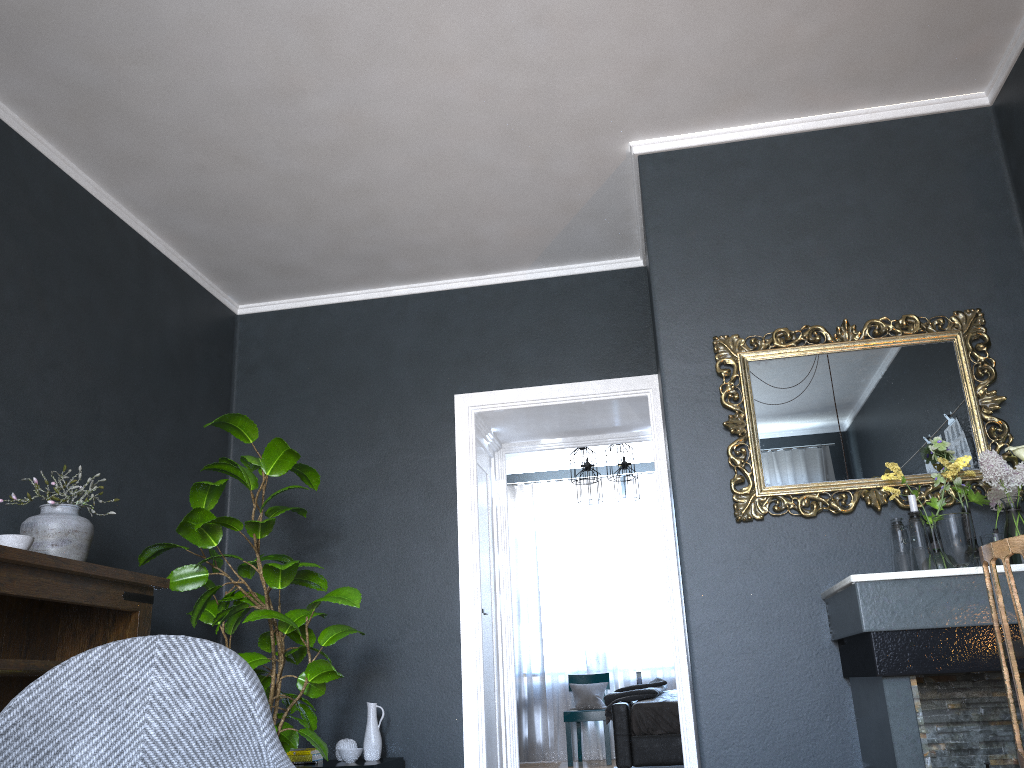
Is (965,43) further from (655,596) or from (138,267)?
(655,596)

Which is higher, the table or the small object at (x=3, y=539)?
the small object at (x=3, y=539)

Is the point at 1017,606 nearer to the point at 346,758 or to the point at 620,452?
the point at 346,758

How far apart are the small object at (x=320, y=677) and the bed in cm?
276

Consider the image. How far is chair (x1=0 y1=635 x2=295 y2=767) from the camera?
1.5m

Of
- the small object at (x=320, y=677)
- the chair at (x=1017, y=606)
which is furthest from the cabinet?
the chair at (x=1017, y=606)

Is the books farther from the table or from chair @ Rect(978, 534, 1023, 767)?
chair @ Rect(978, 534, 1023, 767)

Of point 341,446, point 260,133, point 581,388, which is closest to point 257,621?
point 341,446

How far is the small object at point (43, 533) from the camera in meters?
3.1

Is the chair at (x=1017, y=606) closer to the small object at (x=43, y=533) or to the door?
the small object at (x=43, y=533)
